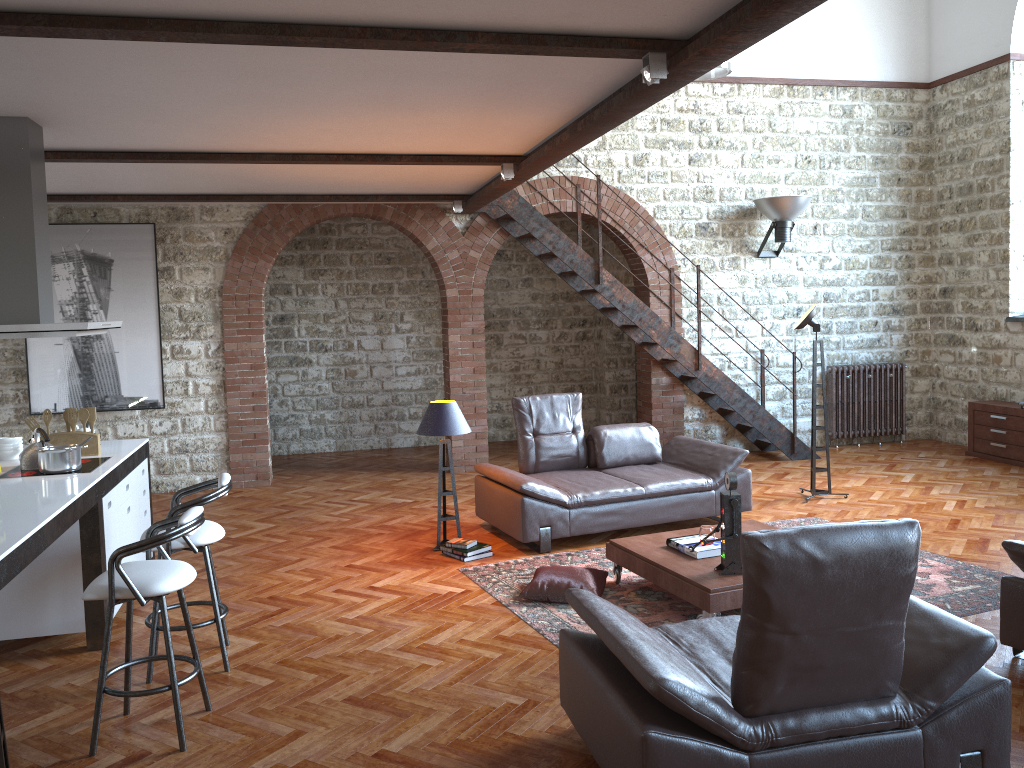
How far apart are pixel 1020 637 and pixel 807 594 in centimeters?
207cm

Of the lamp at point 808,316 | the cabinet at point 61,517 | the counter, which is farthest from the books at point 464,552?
the lamp at point 808,316

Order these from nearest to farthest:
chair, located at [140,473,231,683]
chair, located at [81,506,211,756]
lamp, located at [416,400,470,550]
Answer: chair, located at [81,506,211,756] → chair, located at [140,473,231,683] → lamp, located at [416,400,470,550]

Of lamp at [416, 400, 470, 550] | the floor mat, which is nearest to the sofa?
the floor mat

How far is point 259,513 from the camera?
8.03m

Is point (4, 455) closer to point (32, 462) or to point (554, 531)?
point (32, 462)

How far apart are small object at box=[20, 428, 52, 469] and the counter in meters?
0.1

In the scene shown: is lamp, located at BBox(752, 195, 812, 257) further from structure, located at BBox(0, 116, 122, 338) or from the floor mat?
structure, located at BBox(0, 116, 122, 338)

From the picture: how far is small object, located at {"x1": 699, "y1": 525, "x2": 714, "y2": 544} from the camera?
5.32m

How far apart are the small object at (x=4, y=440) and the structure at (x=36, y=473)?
0.43m
